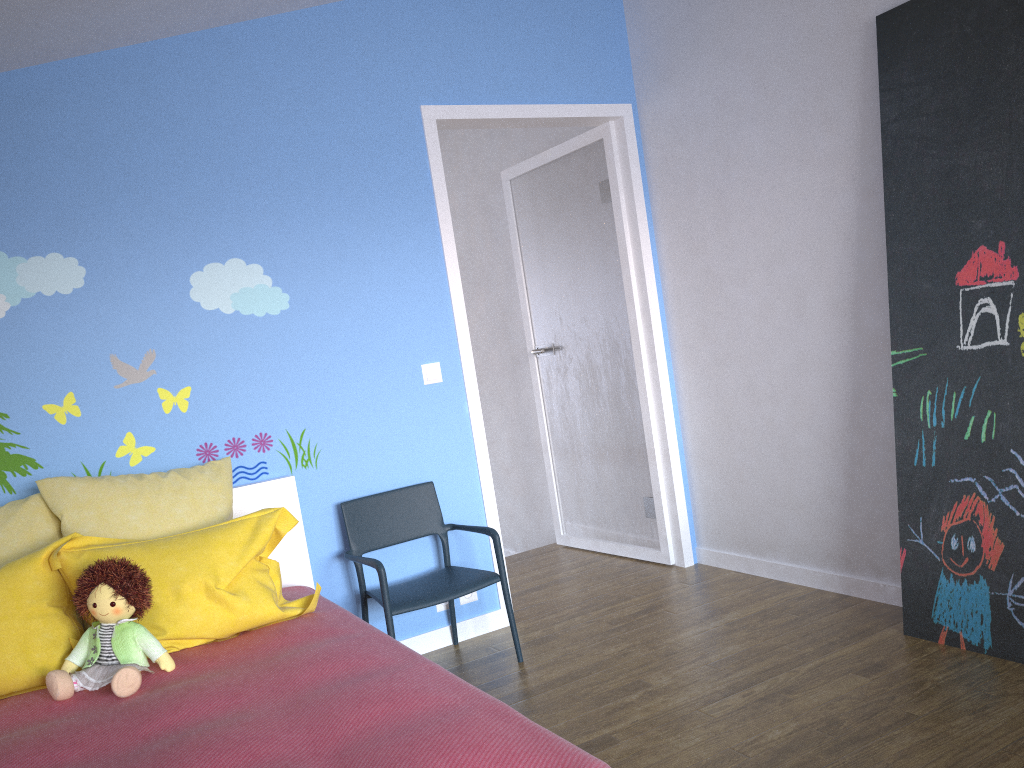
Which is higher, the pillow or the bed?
the pillow

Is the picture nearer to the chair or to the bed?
the chair

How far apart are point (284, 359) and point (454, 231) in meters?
2.8 m

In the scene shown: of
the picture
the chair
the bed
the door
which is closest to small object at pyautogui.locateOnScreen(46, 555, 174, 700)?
the bed

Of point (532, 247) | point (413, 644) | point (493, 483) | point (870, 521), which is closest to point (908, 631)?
point (870, 521)

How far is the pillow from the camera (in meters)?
2.26

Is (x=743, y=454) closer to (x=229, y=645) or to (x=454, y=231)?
(x=229, y=645)

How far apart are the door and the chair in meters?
0.2

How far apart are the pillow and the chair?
0.3m

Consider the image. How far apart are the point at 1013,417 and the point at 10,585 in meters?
2.8 m
